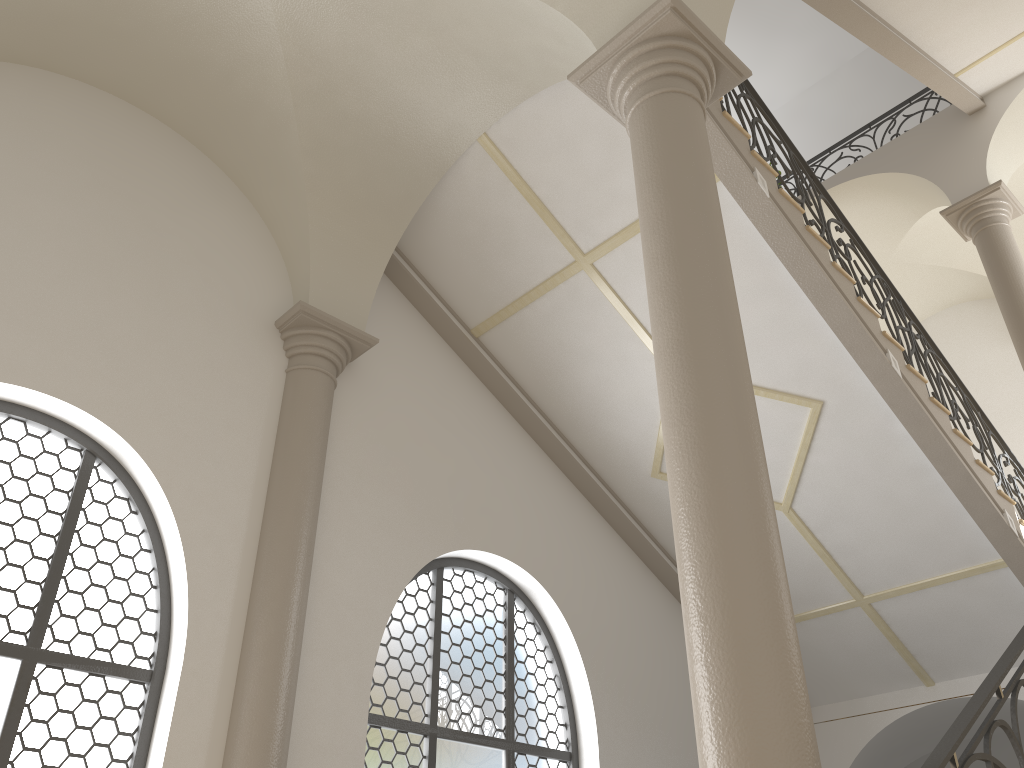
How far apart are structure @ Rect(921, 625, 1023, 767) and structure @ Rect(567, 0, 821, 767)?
0.4m

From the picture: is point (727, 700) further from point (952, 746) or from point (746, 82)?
point (746, 82)

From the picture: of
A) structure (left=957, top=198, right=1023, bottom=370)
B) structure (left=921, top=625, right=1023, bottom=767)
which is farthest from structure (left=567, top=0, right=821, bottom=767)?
structure (left=957, top=198, right=1023, bottom=370)

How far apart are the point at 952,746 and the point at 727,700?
0.8m

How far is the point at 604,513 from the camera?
8.3m

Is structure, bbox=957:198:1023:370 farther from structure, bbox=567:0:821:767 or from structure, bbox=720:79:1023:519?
structure, bbox=567:0:821:767

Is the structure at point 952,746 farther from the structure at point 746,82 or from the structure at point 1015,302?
the structure at point 1015,302

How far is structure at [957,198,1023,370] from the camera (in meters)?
9.19

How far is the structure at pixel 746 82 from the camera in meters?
7.1

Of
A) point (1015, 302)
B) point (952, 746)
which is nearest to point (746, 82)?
point (1015, 302)
